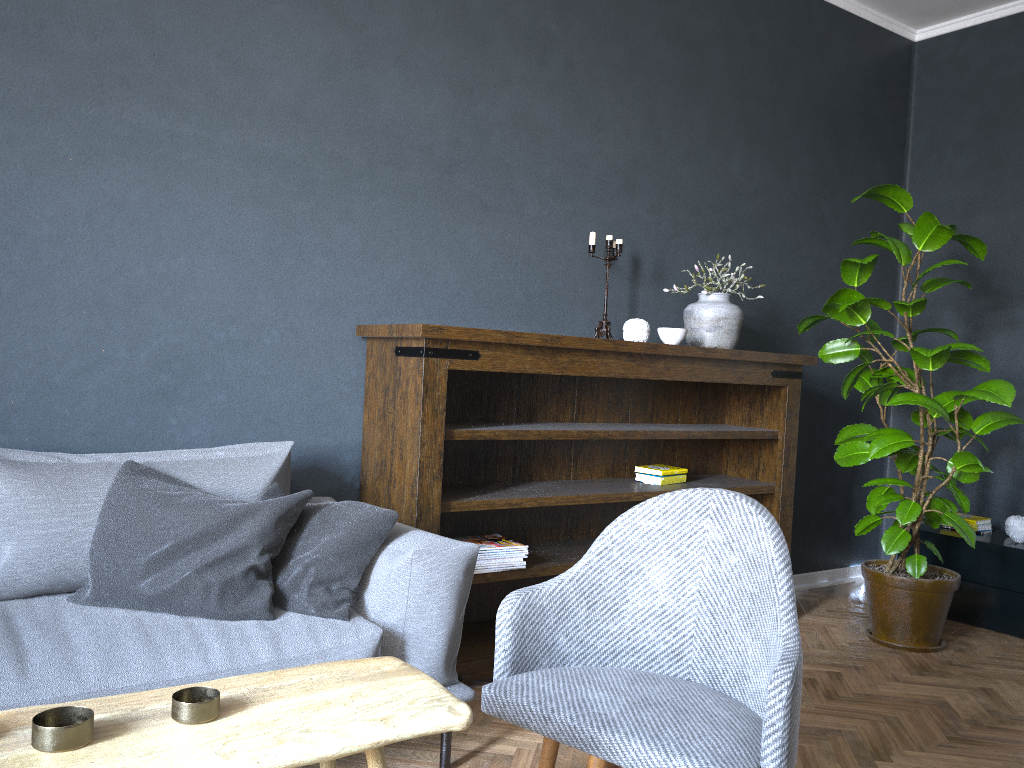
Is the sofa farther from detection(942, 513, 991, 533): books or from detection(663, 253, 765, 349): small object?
detection(942, 513, 991, 533): books

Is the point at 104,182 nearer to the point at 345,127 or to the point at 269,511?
the point at 345,127

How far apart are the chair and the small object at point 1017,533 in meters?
2.8

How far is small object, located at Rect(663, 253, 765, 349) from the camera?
3.6 meters

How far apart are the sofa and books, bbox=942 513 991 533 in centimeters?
294cm

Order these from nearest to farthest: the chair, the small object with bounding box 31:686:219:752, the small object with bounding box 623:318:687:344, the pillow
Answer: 1. the small object with bounding box 31:686:219:752
2. the chair
3. the pillow
4. the small object with bounding box 623:318:687:344

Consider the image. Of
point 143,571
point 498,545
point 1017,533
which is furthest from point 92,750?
point 1017,533

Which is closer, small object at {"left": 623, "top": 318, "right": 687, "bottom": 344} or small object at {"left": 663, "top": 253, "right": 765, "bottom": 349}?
small object at {"left": 623, "top": 318, "right": 687, "bottom": 344}

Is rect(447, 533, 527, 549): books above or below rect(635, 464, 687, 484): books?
below

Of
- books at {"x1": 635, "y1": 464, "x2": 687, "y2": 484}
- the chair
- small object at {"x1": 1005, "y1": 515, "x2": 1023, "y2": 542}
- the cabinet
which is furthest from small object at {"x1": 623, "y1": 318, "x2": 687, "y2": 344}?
small object at {"x1": 1005, "y1": 515, "x2": 1023, "y2": 542}
